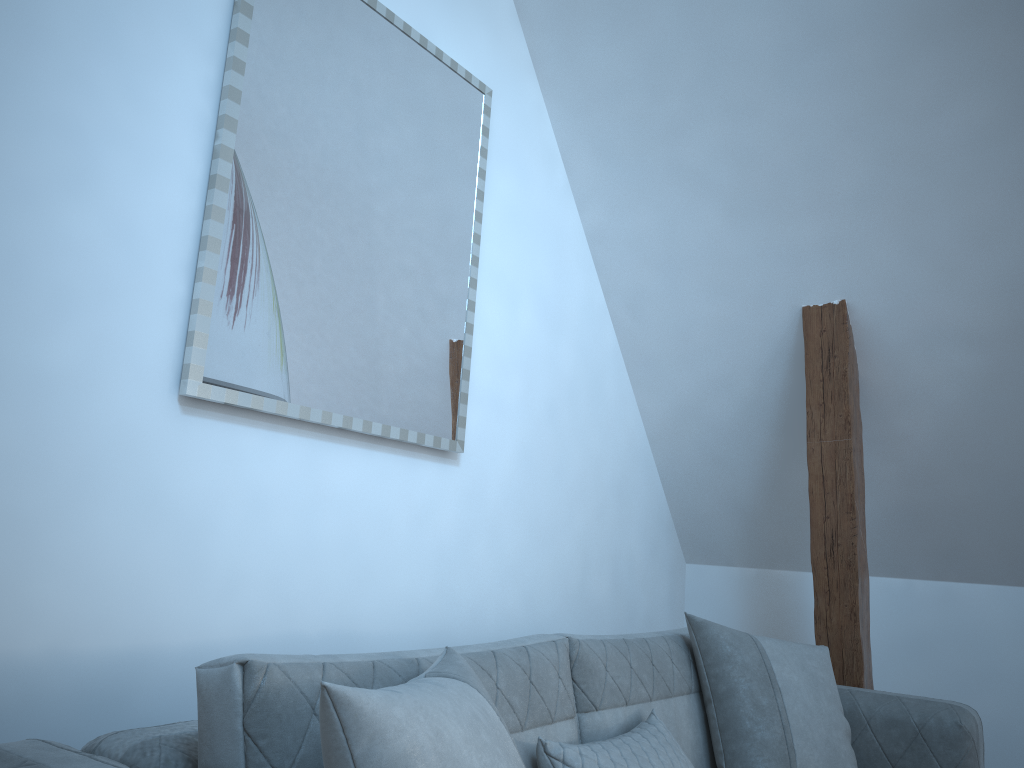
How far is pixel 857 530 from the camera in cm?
299

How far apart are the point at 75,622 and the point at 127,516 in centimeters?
22cm

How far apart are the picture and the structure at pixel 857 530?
1.2m

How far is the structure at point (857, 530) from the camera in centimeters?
299cm

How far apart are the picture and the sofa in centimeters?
68cm

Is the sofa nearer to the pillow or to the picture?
the pillow

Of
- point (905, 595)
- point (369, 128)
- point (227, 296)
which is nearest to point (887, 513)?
point (905, 595)

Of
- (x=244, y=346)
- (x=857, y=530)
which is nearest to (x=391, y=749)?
(x=244, y=346)

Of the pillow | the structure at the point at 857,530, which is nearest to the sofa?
the pillow

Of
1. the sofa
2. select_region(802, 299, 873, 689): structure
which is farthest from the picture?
select_region(802, 299, 873, 689): structure
